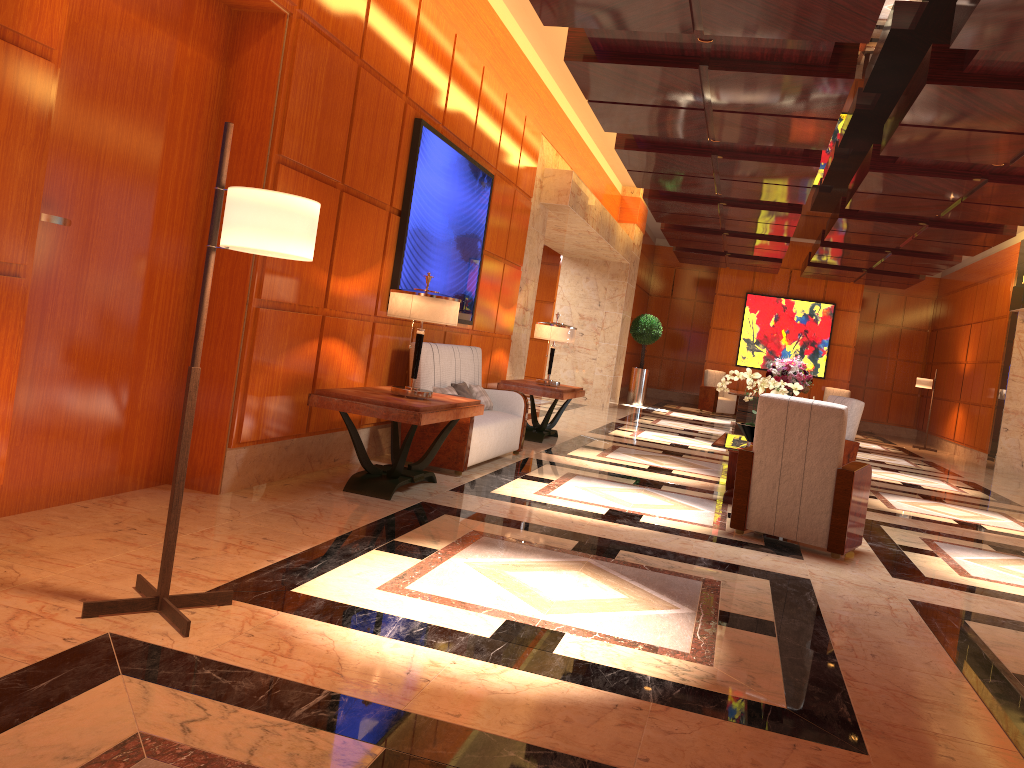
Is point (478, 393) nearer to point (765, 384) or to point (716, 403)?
point (765, 384)

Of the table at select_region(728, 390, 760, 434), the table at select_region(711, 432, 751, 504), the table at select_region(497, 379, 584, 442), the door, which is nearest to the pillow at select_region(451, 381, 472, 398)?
the table at select_region(497, 379, 584, 442)

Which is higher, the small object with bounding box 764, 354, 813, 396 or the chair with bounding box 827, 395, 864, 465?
the small object with bounding box 764, 354, 813, 396

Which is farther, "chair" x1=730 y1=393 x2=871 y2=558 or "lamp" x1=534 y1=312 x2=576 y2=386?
"lamp" x1=534 y1=312 x2=576 y2=386

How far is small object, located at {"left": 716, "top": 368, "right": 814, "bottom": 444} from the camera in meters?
7.1

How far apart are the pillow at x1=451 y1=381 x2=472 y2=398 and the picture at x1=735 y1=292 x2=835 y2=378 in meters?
14.3

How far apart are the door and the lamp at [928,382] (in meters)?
16.30

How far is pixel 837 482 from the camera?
5.50m

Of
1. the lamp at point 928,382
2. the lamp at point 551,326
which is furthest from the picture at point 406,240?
the lamp at point 928,382

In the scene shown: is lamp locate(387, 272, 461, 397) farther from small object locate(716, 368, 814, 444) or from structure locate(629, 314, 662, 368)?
structure locate(629, 314, 662, 368)
